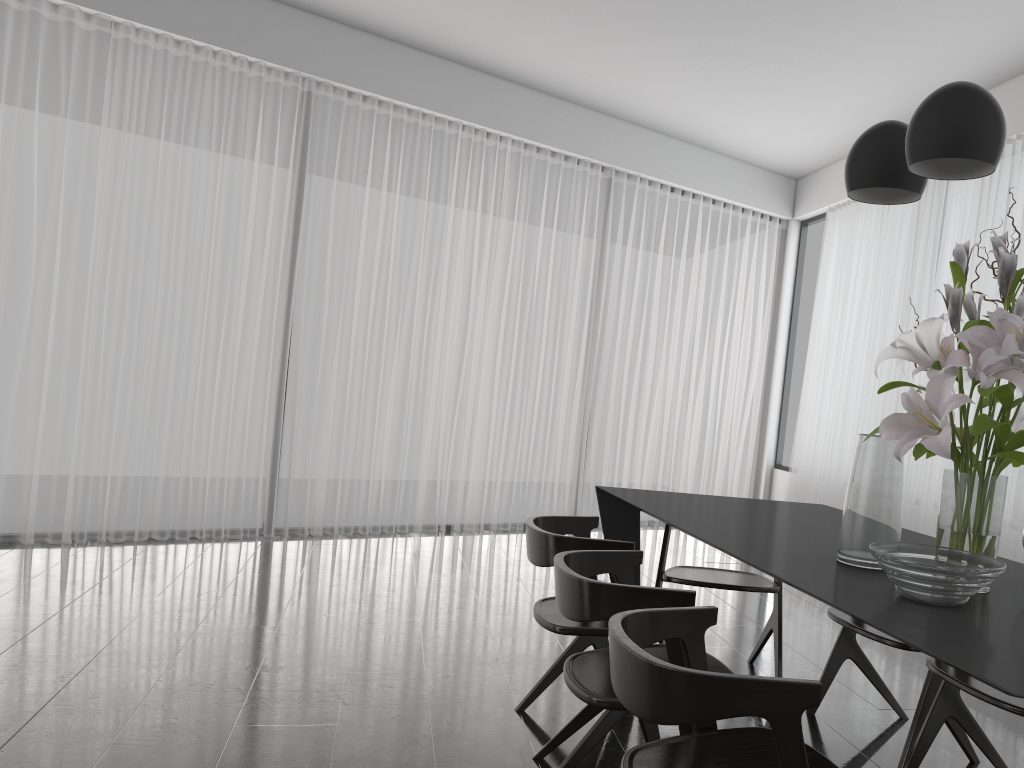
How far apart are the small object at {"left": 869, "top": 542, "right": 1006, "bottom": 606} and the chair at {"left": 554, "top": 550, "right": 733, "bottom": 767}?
0.39m

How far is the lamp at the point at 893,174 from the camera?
2.20m

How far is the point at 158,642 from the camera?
3.4m

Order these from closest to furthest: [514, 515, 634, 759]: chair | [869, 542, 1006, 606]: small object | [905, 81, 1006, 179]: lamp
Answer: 1. [869, 542, 1006, 606]: small object
2. [905, 81, 1006, 179]: lamp
3. [514, 515, 634, 759]: chair

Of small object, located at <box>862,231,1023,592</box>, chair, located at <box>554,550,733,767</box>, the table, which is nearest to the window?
the table

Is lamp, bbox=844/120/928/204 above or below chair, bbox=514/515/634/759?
above

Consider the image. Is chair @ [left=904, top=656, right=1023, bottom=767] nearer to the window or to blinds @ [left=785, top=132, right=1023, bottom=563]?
blinds @ [left=785, top=132, right=1023, bottom=563]

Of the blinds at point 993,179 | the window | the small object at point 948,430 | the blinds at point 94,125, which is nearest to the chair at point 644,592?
the small object at point 948,430

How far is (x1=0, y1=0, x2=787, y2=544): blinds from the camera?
4.97m

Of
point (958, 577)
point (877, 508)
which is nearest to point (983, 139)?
point (877, 508)
